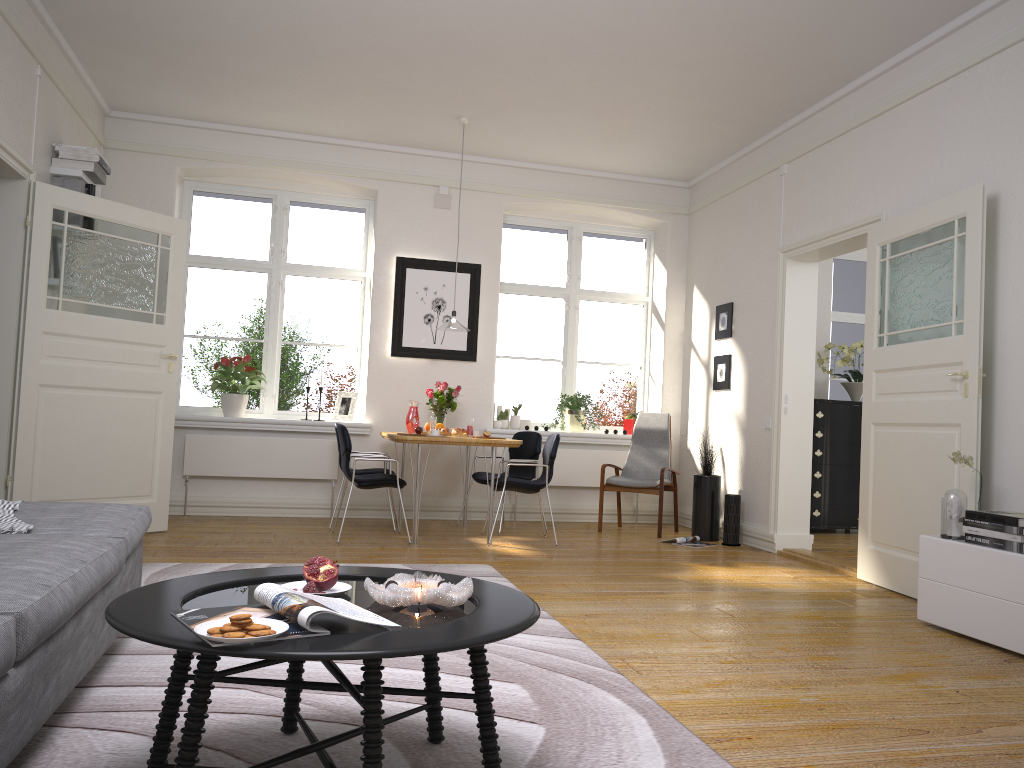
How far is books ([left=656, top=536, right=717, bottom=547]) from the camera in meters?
6.7

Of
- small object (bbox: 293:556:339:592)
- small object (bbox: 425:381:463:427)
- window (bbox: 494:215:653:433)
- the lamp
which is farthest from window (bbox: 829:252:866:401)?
small object (bbox: 293:556:339:592)

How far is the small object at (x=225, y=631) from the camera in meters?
1.6

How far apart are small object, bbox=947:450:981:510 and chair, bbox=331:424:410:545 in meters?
3.5 m

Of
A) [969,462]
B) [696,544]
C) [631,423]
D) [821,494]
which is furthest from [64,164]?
[821,494]

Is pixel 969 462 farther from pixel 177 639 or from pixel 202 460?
pixel 202 460

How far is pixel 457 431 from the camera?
6.49m

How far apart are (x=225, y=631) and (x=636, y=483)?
5.8 meters

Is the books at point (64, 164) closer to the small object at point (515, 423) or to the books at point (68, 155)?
the books at point (68, 155)

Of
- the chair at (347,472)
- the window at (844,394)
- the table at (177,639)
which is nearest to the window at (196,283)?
the chair at (347,472)
